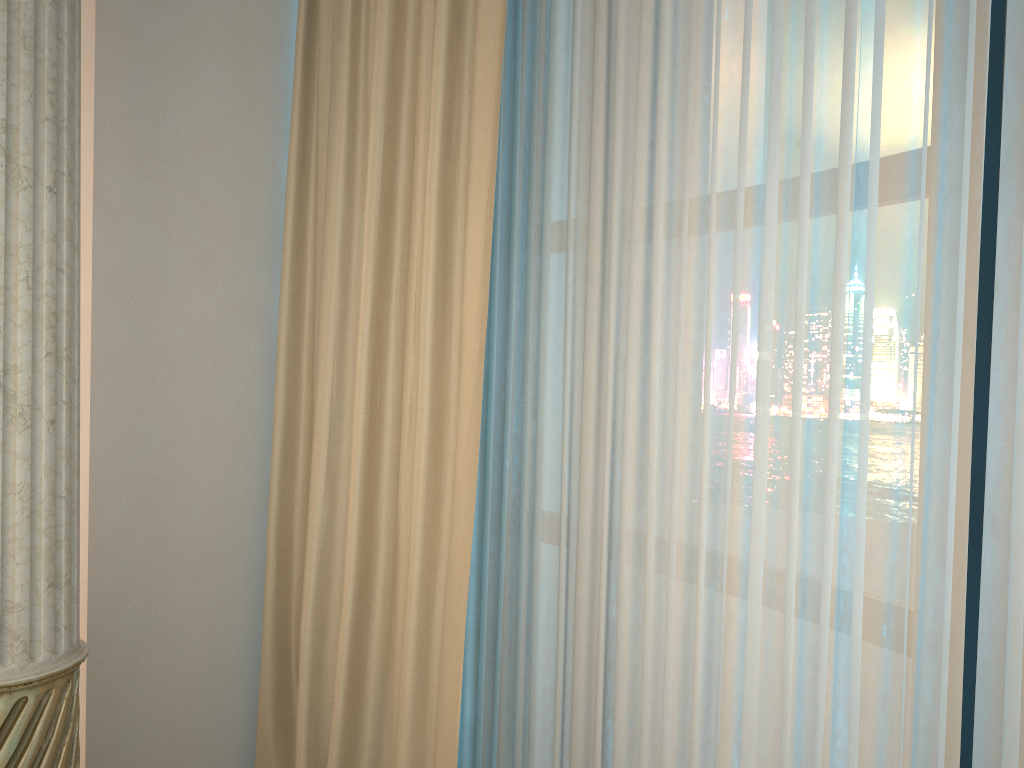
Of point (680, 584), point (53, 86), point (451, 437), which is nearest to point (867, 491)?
point (680, 584)

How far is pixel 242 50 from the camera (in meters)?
1.91
